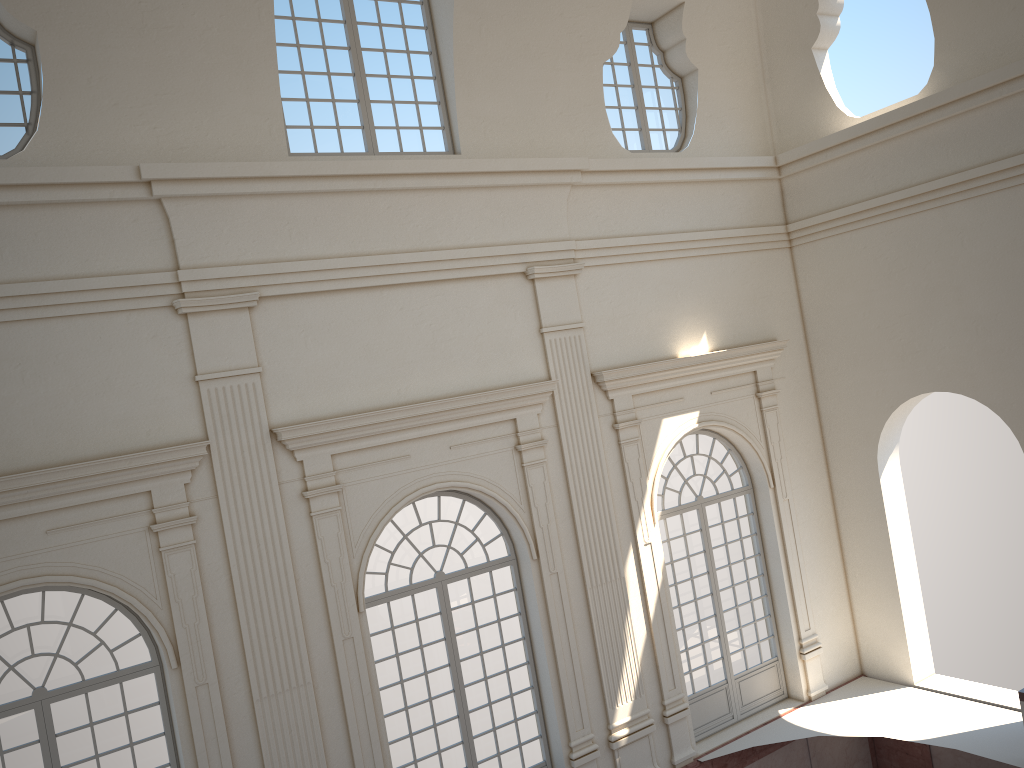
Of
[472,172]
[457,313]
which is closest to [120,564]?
[457,313]
